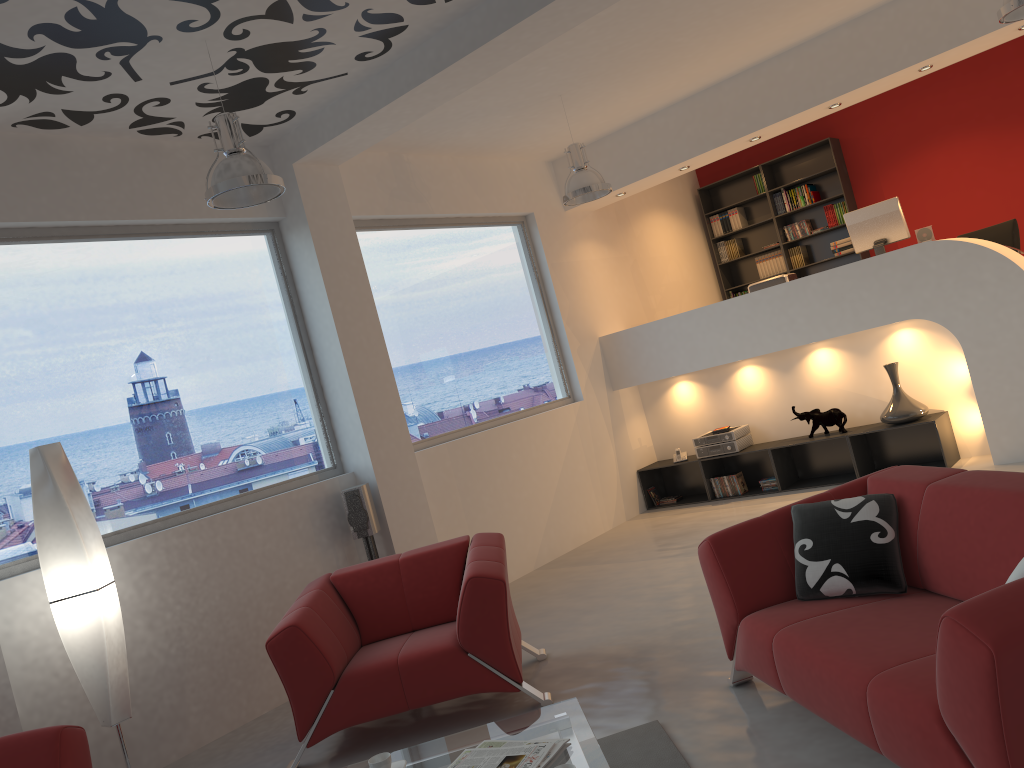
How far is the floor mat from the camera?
3.2m

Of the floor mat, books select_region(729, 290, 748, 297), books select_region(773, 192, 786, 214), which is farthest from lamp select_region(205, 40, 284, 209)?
books select_region(729, 290, 748, 297)

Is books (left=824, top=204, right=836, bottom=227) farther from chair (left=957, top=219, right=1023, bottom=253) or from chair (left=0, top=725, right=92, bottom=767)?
chair (left=0, top=725, right=92, bottom=767)

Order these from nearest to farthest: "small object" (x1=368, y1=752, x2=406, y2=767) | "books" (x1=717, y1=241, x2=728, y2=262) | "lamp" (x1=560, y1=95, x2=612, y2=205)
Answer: "small object" (x1=368, y1=752, x2=406, y2=767), "lamp" (x1=560, y1=95, x2=612, y2=205), "books" (x1=717, y1=241, x2=728, y2=262)

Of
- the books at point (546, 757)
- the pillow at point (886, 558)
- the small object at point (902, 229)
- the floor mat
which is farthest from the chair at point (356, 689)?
the small object at point (902, 229)

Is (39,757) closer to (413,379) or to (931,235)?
(413,379)

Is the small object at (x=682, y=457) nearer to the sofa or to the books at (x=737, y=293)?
the books at (x=737, y=293)

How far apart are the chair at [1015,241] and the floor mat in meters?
6.6

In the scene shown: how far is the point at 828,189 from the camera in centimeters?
991cm

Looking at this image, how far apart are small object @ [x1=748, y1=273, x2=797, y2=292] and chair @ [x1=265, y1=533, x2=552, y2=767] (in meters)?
4.24
